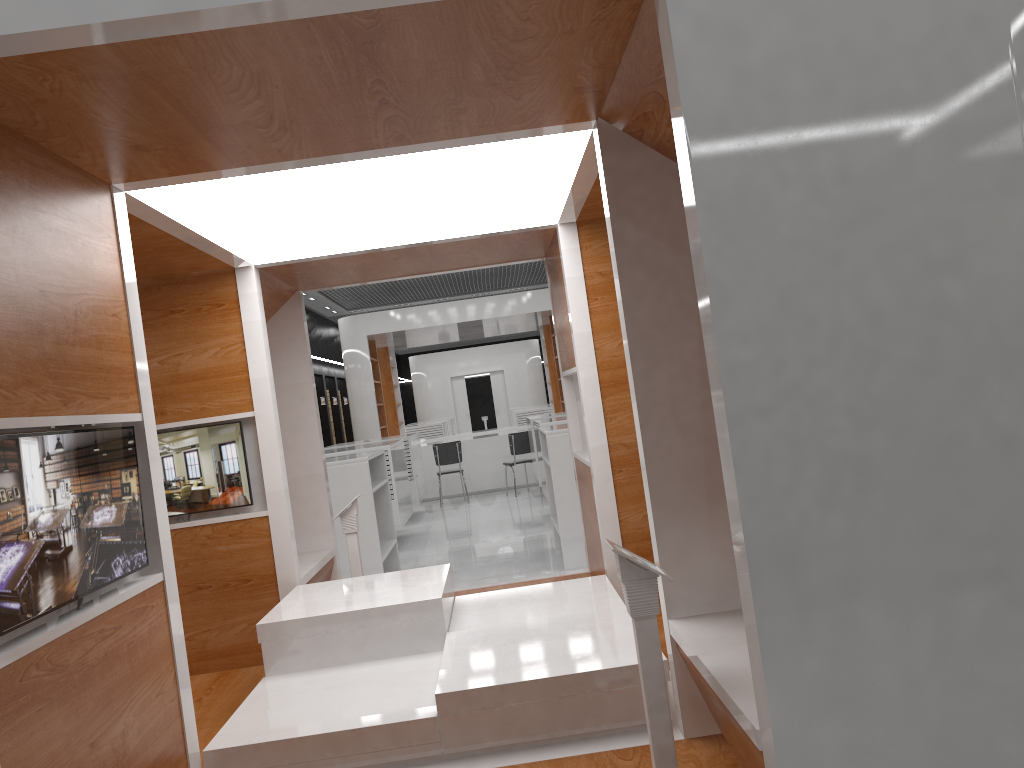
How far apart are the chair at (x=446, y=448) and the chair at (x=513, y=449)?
0.86m

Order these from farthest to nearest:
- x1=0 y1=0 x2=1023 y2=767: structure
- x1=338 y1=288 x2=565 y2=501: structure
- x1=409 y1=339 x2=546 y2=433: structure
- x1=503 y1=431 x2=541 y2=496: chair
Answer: x1=409 y1=339 x2=546 y2=433: structure < x1=338 y1=288 x2=565 y2=501: structure < x1=503 y1=431 x2=541 y2=496: chair < x1=0 y1=0 x2=1023 y2=767: structure

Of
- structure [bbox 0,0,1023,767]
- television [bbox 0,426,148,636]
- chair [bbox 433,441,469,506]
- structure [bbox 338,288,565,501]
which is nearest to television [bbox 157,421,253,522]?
structure [bbox 0,0,1023,767]

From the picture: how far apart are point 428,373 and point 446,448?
14.6 meters

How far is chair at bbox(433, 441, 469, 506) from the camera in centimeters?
1393cm

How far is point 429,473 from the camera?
15.1 meters

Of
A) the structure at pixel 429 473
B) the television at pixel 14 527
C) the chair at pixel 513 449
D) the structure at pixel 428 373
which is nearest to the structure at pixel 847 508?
the television at pixel 14 527

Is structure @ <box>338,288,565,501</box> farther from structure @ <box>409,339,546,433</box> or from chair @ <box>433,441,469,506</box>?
structure @ <box>409,339,546,433</box>

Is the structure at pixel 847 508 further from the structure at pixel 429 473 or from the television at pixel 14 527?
the structure at pixel 429 473

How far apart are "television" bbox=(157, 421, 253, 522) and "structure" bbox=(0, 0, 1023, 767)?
0.05m
